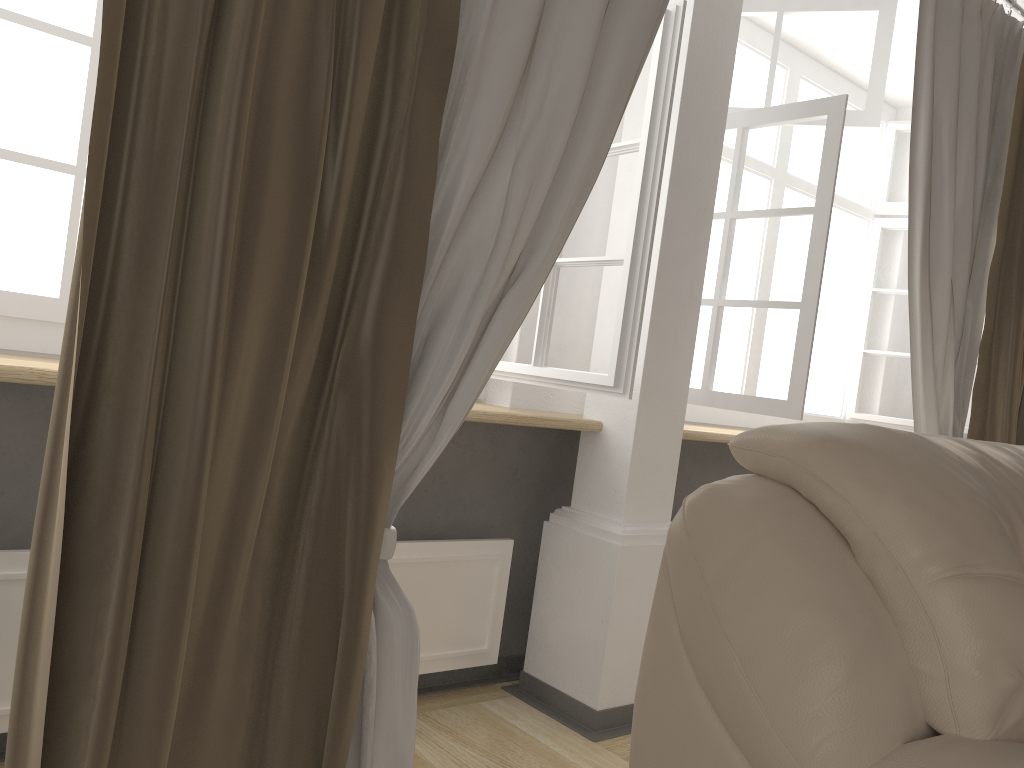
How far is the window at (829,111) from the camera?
2.49m

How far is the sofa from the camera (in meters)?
1.08

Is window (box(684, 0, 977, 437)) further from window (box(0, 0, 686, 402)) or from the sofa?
the sofa

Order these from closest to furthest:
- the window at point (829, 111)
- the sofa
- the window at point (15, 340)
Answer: the sofa < the window at point (15, 340) < the window at point (829, 111)

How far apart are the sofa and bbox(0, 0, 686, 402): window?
0.64m

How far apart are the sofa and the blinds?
0.4m

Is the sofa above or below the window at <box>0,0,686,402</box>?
below

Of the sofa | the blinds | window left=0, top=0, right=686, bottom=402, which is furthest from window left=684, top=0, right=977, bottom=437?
the sofa

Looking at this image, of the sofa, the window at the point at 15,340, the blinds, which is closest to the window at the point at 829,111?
the blinds

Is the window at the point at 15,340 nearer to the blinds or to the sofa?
the blinds
